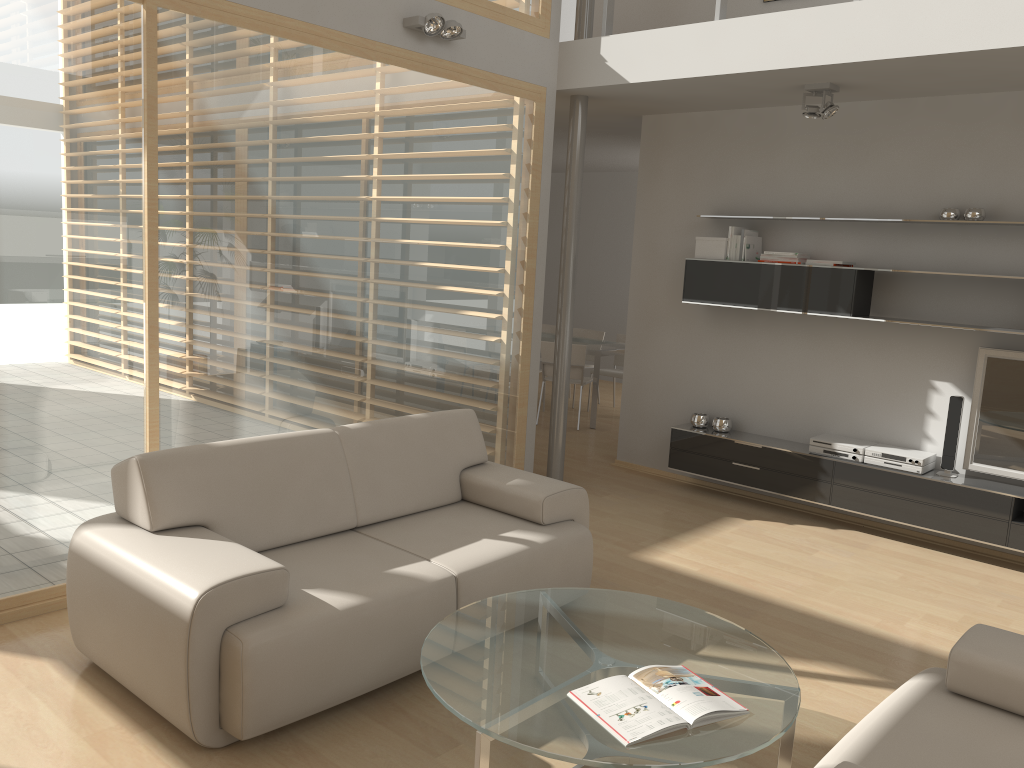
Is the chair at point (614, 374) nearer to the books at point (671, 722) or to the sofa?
the sofa

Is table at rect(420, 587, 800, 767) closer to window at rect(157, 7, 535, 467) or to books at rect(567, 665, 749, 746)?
books at rect(567, 665, 749, 746)

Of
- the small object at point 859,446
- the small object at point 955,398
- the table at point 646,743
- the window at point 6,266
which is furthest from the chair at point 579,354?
the table at point 646,743

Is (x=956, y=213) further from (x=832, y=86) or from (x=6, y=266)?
(x=6, y=266)

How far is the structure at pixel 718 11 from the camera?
5.07m

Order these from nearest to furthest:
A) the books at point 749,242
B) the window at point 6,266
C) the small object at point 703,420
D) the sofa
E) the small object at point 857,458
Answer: the sofa, the window at point 6,266, the small object at point 857,458, the books at point 749,242, the small object at point 703,420

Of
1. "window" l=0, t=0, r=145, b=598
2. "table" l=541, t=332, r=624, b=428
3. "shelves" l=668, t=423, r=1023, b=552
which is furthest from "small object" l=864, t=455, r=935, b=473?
"window" l=0, t=0, r=145, b=598

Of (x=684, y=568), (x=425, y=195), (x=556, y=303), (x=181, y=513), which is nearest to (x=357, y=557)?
(x=181, y=513)

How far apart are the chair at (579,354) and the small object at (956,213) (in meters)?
3.62

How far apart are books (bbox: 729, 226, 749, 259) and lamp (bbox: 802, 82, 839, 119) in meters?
1.0 m
